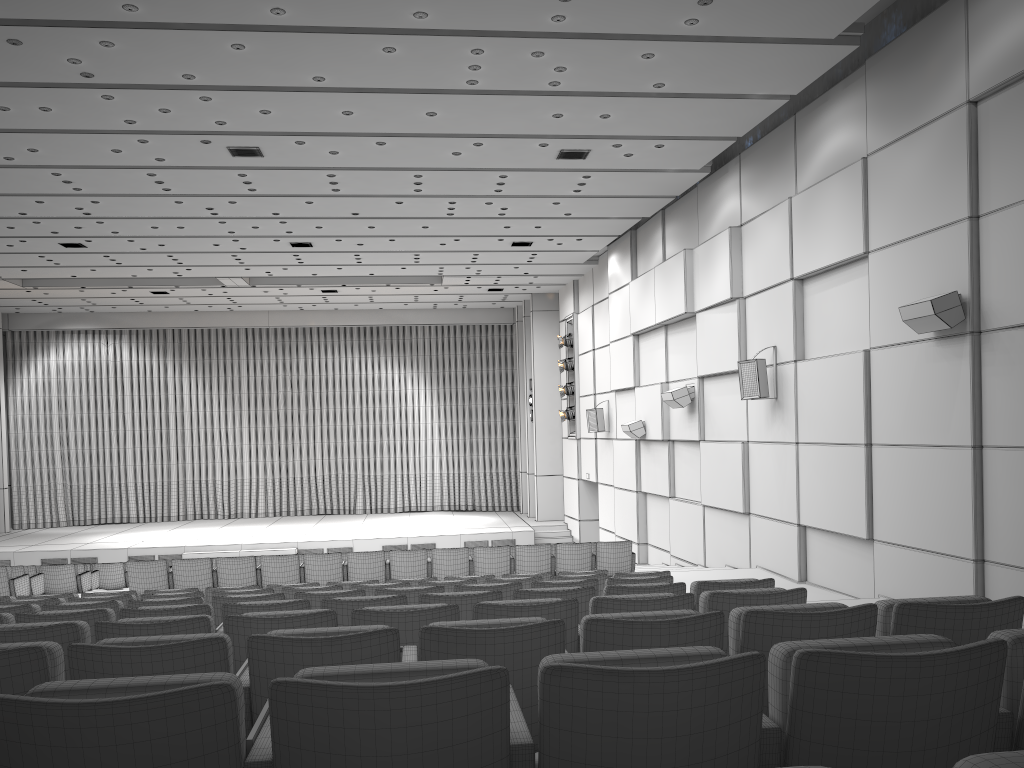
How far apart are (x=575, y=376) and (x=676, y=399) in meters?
8.3

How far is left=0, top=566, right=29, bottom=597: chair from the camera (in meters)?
10.93

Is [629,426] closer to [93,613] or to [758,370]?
[758,370]

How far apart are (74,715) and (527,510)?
26.3m

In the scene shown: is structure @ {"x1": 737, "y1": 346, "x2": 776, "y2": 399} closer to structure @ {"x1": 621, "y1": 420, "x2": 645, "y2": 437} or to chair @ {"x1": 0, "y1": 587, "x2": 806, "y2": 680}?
structure @ {"x1": 621, "y1": 420, "x2": 645, "y2": 437}

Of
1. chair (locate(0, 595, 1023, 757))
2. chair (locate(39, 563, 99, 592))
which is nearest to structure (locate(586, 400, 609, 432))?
chair (locate(39, 563, 99, 592))

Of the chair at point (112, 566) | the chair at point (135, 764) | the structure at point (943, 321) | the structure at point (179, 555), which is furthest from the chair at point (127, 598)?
the structure at point (179, 555)

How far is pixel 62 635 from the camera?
3.7m

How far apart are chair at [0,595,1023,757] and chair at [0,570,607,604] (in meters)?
4.99

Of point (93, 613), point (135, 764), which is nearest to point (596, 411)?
point (93, 613)
